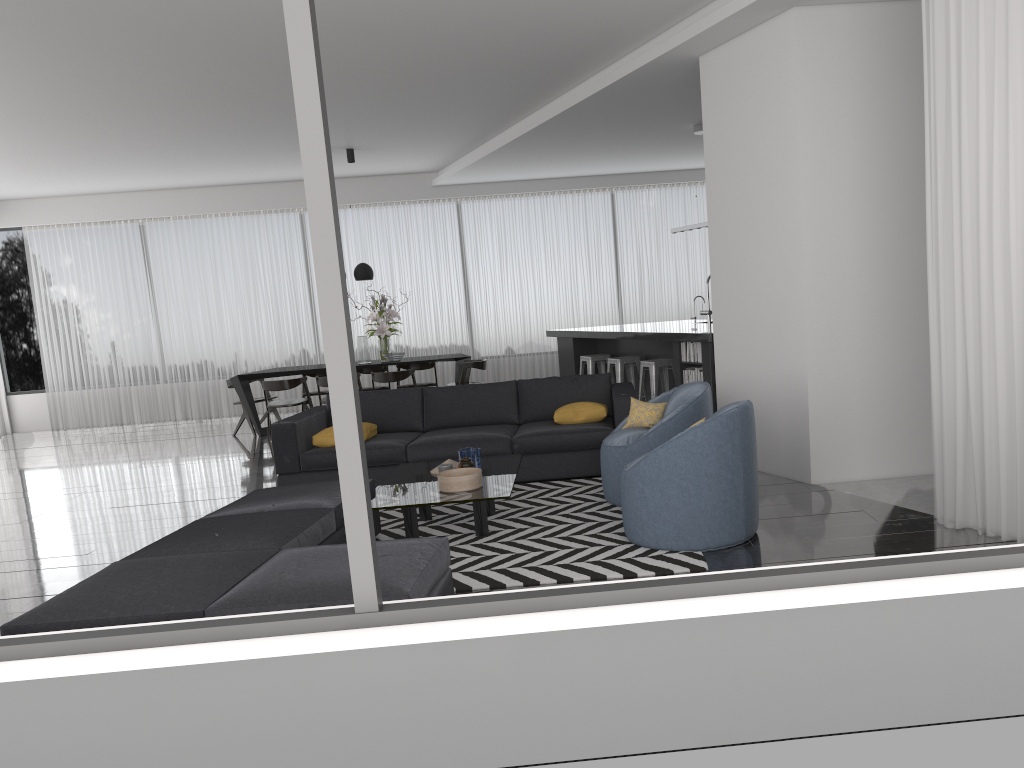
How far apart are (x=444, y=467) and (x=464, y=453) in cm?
24

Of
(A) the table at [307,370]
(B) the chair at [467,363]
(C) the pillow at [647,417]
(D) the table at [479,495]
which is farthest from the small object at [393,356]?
(C) the pillow at [647,417]

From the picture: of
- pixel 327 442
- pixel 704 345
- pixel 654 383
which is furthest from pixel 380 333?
pixel 704 345

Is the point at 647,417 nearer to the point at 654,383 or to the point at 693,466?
the point at 693,466

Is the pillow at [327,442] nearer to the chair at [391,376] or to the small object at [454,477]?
the small object at [454,477]

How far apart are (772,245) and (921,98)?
1.21m

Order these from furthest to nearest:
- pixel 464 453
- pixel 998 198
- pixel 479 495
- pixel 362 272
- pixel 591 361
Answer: pixel 362 272 < pixel 591 361 < pixel 464 453 < pixel 479 495 < pixel 998 198

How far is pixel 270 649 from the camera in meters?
2.2

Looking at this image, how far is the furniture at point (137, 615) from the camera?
3.2 meters

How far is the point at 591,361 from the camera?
10.0m
